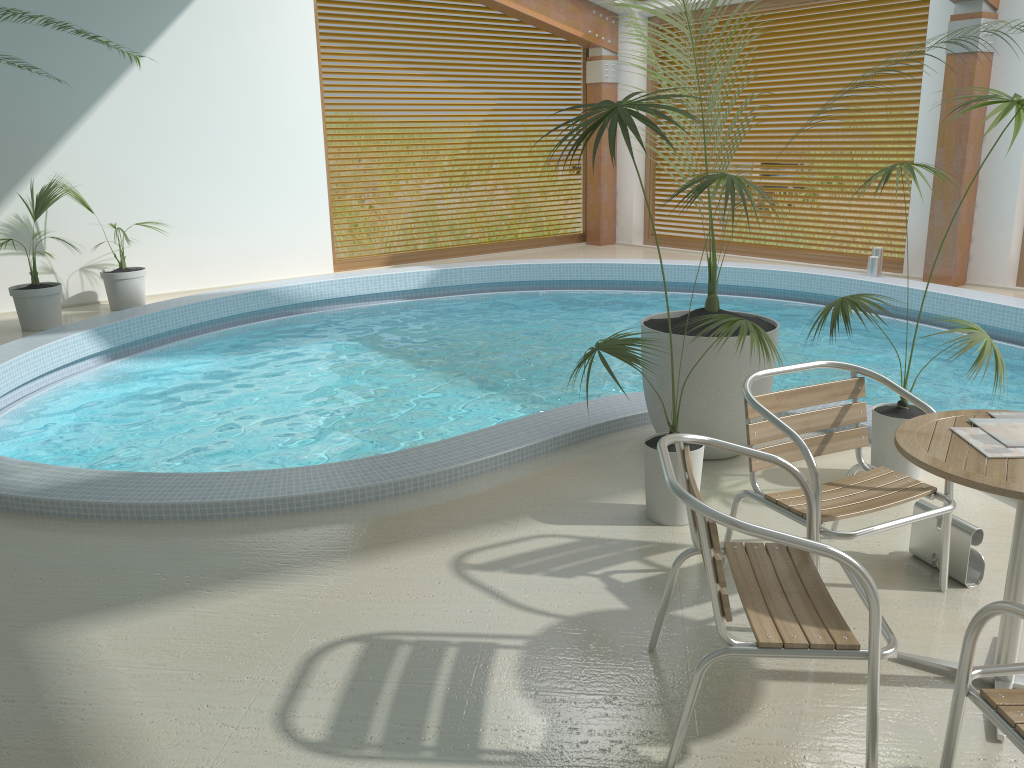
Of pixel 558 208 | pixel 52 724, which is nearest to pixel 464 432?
pixel 52 724

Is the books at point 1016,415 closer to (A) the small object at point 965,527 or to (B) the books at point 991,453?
(B) the books at point 991,453

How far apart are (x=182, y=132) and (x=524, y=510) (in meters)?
6.99

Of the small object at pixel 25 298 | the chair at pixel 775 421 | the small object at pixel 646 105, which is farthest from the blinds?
the small object at pixel 25 298

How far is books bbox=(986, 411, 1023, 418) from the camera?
2.6 meters

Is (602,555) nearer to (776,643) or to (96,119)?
(776,643)

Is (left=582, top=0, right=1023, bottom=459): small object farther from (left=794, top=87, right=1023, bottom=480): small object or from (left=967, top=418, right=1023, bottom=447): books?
(left=967, top=418, right=1023, bottom=447): books

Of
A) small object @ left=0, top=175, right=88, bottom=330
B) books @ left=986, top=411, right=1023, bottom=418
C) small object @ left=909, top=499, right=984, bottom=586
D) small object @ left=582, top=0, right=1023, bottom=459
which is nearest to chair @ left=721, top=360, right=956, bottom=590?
small object @ left=909, top=499, right=984, bottom=586

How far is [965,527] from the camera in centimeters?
305cm

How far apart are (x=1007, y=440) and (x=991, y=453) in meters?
0.1 m
